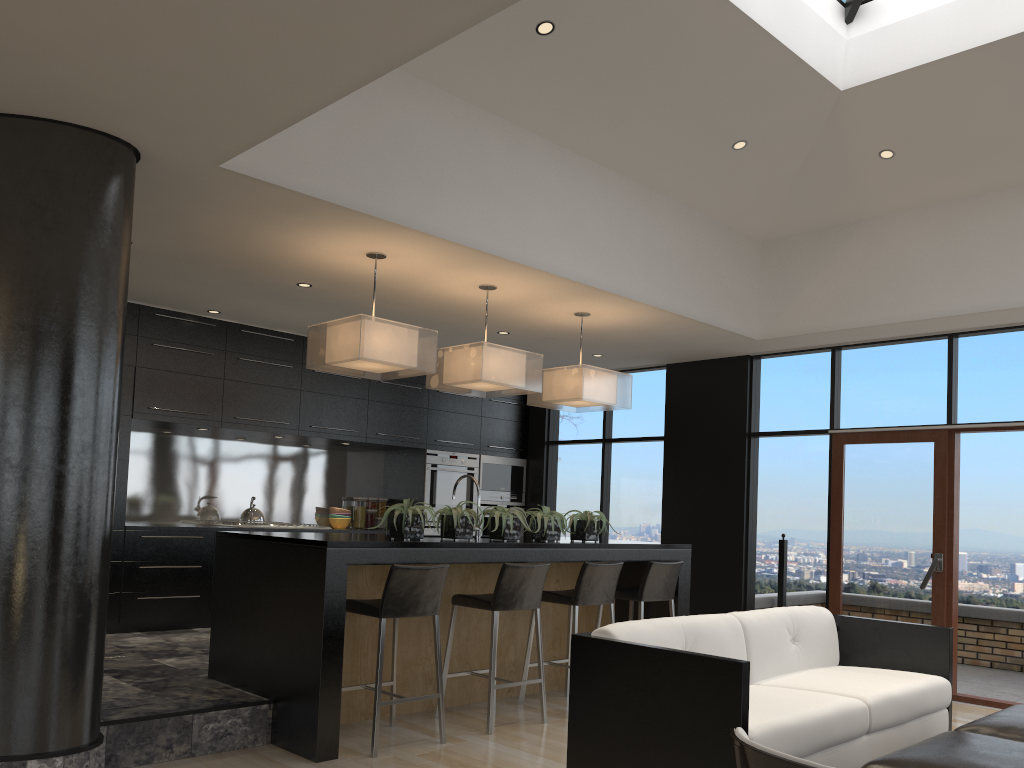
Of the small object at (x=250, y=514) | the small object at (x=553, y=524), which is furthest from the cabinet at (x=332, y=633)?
the small object at (x=250, y=514)

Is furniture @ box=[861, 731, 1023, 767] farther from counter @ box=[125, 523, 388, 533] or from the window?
counter @ box=[125, 523, 388, 533]

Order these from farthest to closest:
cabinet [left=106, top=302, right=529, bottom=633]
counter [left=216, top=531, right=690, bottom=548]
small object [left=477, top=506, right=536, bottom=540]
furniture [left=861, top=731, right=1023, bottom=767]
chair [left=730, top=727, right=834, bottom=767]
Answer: cabinet [left=106, top=302, right=529, bottom=633]
small object [left=477, top=506, right=536, bottom=540]
counter [left=216, top=531, right=690, bottom=548]
furniture [left=861, top=731, right=1023, bottom=767]
chair [left=730, top=727, right=834, bottom=767]

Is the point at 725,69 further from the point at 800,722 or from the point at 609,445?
the point at 609,445

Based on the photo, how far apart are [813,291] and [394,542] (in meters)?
4.15

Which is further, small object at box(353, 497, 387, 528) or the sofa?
small object at box(353, 497, 387, 528)

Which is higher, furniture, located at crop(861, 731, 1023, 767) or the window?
the window

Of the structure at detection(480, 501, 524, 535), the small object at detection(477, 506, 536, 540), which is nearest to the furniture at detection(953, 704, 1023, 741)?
the small object at detection(477, 506, 536, 540)

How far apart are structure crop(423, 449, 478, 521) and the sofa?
4.6 meters

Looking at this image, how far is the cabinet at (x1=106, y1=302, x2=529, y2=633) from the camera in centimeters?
671cm
